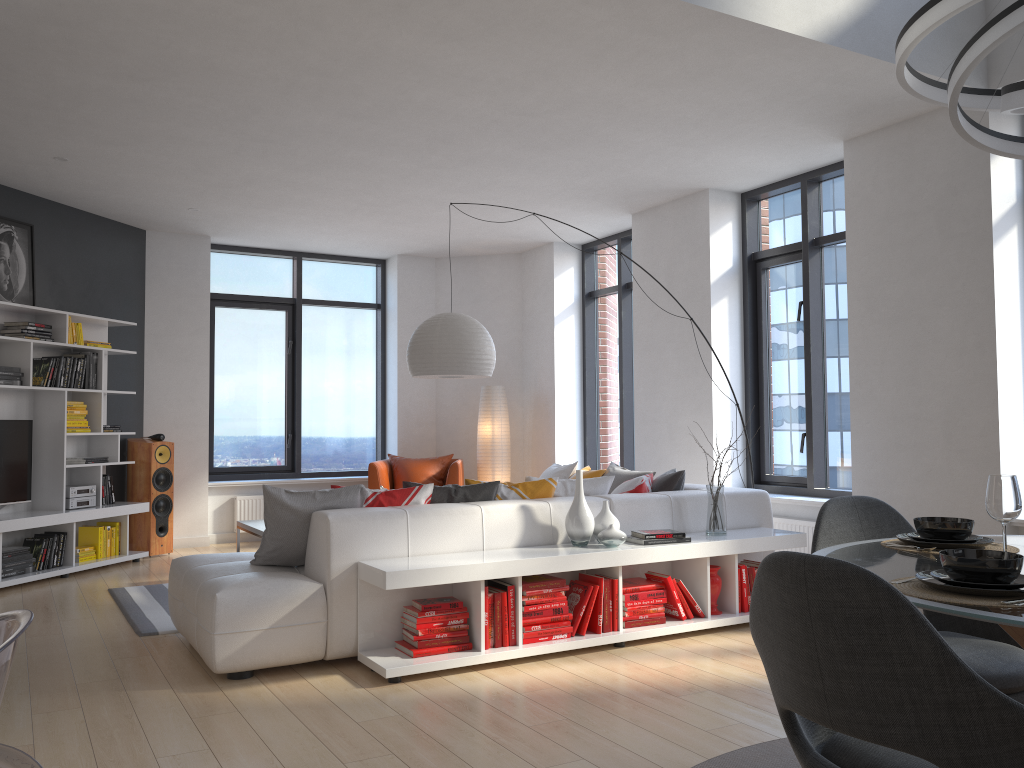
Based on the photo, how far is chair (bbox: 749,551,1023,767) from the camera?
1.44m

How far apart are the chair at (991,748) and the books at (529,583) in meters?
2.5

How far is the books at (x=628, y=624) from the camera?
Result: 4.6m

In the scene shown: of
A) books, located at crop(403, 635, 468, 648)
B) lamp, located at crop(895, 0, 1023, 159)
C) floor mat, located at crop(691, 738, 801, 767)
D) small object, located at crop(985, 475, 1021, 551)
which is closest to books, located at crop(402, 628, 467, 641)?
books, located at crop(403, 635, 468, 648)

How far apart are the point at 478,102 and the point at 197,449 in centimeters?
495cm

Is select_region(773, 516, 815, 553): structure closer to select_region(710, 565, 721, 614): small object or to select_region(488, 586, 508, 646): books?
select_region(710, 565, 721, 614): small object

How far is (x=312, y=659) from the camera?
4.1 meters

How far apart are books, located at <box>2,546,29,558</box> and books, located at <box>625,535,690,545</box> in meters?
4.5 m

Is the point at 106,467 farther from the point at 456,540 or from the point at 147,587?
the point at 456,540

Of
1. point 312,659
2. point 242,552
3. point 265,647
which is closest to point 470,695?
point 312,659
